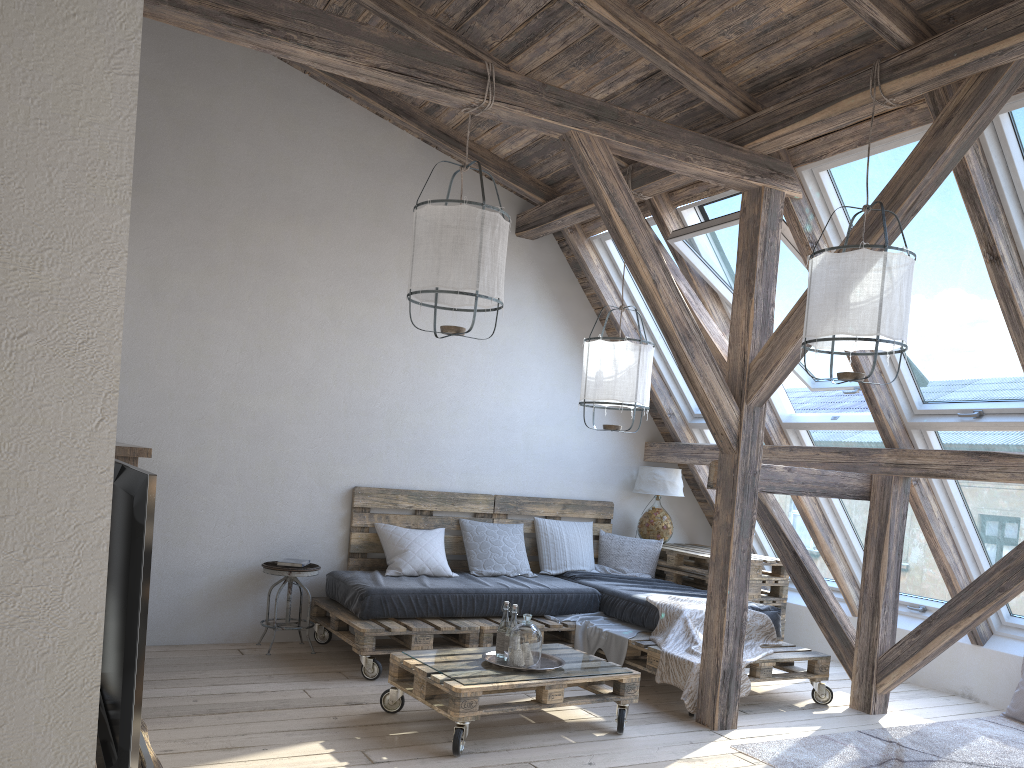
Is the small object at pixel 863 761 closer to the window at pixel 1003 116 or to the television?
the window at pixel 1003 116

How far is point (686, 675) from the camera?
4.4m

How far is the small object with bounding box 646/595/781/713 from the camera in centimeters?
440cm

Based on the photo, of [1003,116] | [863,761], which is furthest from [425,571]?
[1003,116]

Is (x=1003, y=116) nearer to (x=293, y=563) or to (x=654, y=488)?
(x=654, y=488)

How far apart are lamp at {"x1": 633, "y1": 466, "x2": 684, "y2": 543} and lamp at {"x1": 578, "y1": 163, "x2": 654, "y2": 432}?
1.37m

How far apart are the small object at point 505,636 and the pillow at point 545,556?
1.9m

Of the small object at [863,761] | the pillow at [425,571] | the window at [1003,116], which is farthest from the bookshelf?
the window at [1003,116]

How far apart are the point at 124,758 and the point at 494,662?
2.55m

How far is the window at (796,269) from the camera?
4.9m
